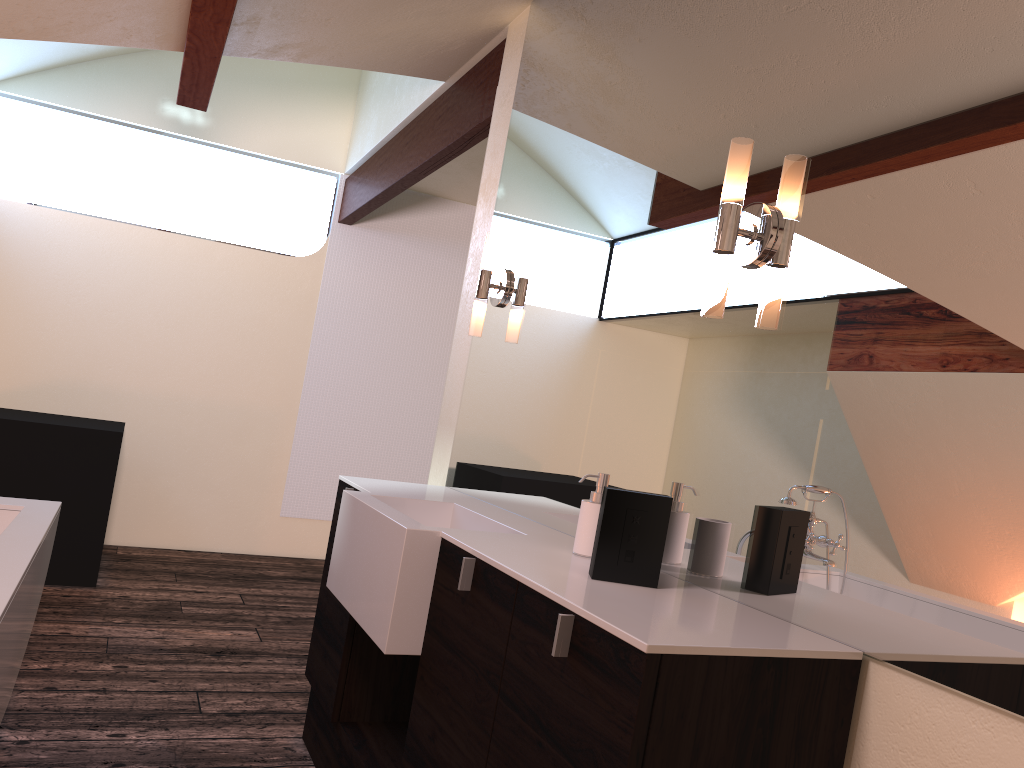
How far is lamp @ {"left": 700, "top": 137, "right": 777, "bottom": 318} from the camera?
1.6m

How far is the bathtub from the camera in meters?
1.7

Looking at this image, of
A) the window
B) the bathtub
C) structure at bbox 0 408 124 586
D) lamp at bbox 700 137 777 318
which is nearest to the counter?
lamp at bbox 700 137 777 318

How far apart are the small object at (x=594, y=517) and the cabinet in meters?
0.2 m

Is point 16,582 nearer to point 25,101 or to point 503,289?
point 503,289

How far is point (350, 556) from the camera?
2.22m

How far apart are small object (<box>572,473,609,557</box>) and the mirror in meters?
0.1

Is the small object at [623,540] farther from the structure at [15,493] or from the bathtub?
the structure at [15,493]

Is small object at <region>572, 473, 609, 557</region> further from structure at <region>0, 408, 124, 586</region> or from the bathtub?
structure at <region>0, 408, 124, 586</region>

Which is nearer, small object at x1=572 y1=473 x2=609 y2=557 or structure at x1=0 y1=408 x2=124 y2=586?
small object at x1=572 y1=473 x2=609 y2=557
